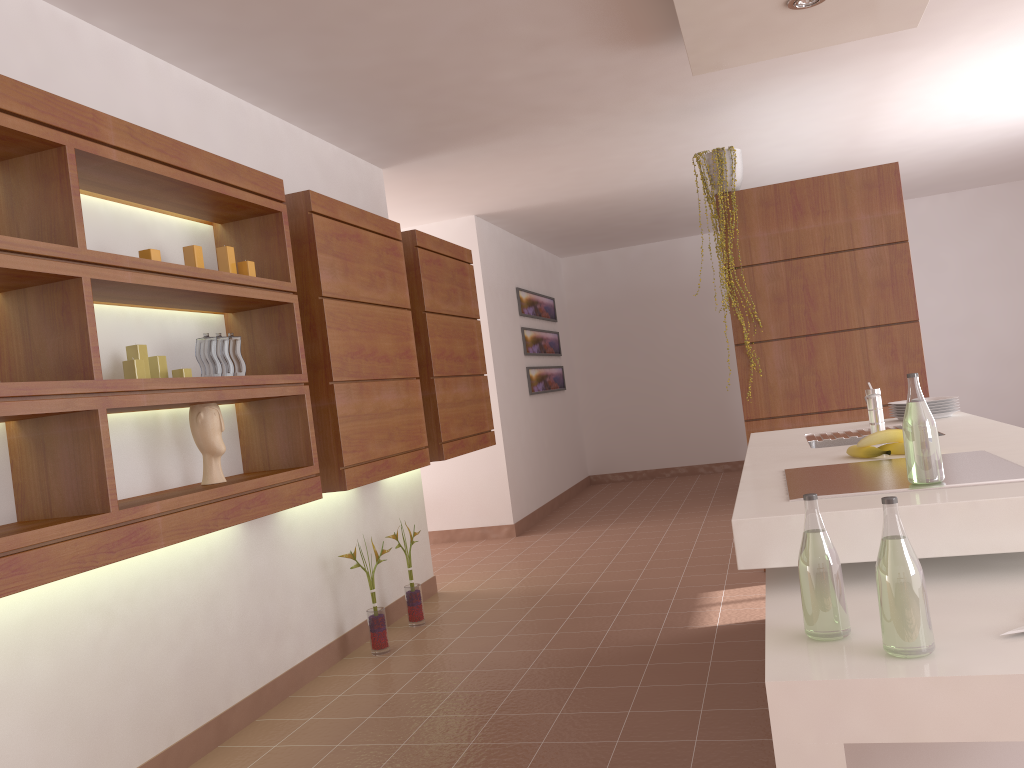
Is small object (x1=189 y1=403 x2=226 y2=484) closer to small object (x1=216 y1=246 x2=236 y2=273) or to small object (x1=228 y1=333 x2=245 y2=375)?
small object (x1=228 y1=333 x2=245 y2=375)

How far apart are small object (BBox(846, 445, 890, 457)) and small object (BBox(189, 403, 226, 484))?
1.9m

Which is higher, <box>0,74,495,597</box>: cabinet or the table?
<box>0,74,495,597</box>: cabinet

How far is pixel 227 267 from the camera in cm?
306

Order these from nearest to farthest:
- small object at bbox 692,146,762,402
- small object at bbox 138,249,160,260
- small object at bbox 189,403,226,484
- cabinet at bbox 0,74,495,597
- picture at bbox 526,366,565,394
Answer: cabinet at bbox 0,74,495,597
small object at bbox 138,249,160,260
small object at bbox 189,403,226,484
small object at bbox 692,146,762,402
picture at bbox 526,366,565,394

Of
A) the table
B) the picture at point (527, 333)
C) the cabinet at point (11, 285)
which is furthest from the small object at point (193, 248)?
the picture at point (527, 333)

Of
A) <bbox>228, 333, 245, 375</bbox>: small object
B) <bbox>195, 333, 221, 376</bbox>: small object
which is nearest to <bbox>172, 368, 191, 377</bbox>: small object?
<bbox>195, 333, 221, 376</bbox>: small object

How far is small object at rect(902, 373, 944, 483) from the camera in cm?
182

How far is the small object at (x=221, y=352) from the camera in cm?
303

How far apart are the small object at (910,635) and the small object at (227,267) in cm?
239
